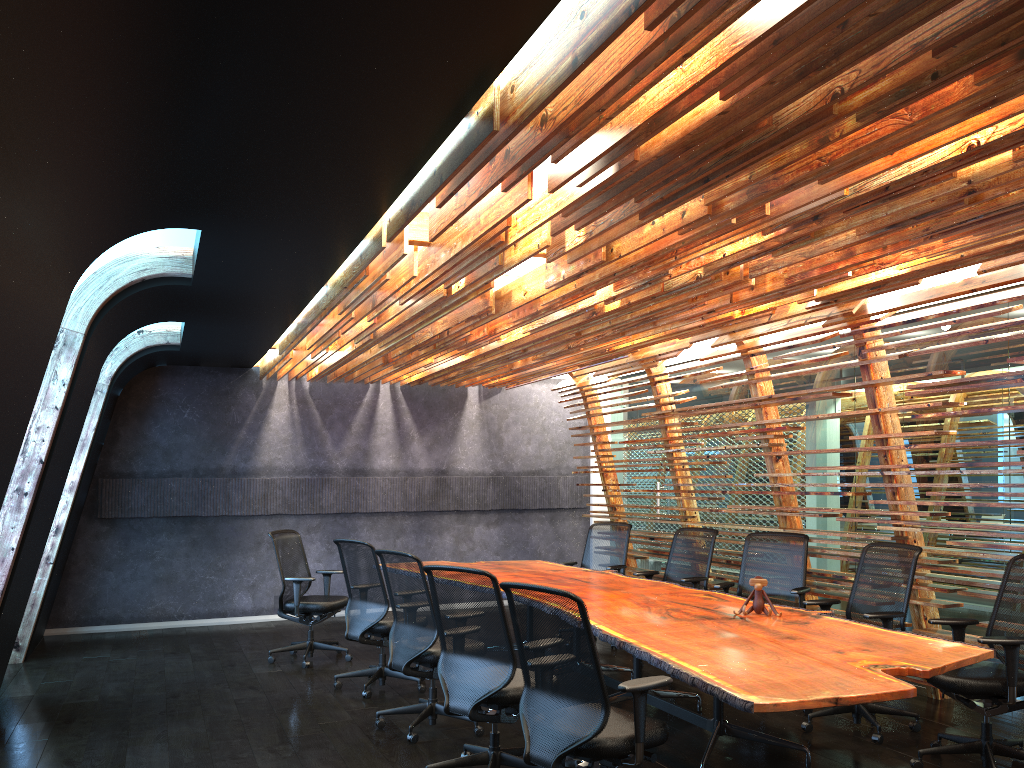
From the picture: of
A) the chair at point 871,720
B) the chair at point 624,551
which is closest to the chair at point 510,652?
the chair at point 871,720

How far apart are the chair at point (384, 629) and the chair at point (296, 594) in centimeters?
81cm

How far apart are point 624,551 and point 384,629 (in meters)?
3.19

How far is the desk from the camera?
3.67m

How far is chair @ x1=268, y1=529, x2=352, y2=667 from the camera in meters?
8.2 m

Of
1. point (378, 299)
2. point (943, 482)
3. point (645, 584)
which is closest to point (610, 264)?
point (378, 299)

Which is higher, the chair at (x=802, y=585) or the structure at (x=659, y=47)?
the structure at (x=659, y=47)

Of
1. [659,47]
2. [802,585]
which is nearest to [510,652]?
[659,47]

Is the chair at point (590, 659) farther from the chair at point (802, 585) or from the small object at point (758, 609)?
the chair at point (802, 585)

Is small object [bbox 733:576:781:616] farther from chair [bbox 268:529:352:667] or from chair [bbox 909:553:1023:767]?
chair [bbox 268:529:352:667]
